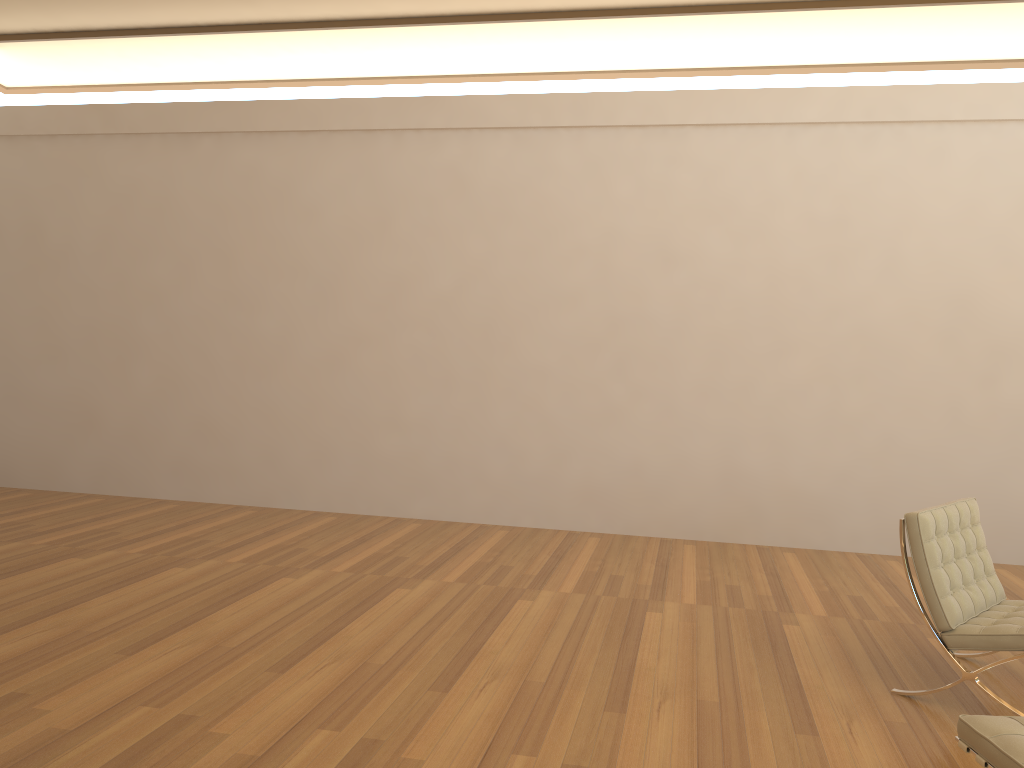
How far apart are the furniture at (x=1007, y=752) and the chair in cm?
103

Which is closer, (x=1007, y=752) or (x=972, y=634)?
(x=1007, y=752)

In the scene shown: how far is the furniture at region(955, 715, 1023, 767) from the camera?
2.3 meters

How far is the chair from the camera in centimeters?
348cm

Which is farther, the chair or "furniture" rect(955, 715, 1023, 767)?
the chair

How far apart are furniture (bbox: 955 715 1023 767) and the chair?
1.03m

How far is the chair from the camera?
3.48m

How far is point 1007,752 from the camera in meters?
2.3 m

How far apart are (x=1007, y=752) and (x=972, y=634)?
1.3 meters
